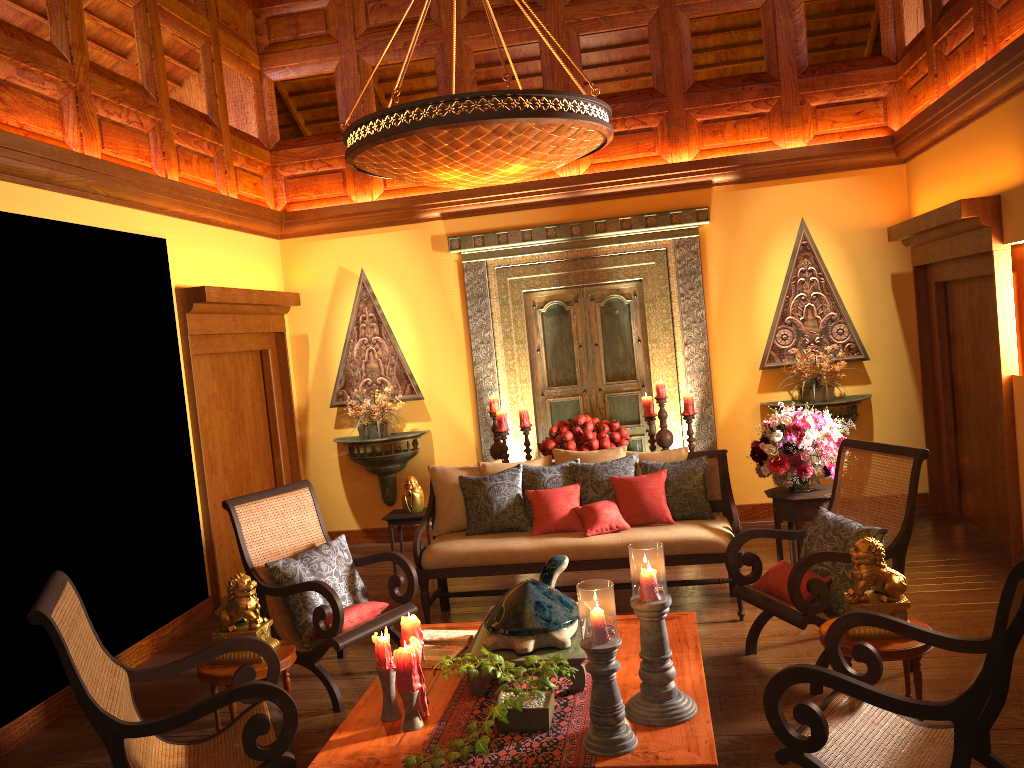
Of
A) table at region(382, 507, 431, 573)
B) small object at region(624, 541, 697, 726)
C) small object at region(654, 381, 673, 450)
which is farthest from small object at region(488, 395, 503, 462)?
small object at region(624, 541, 697, 726)

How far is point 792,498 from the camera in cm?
491

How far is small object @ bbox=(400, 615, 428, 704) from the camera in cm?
319

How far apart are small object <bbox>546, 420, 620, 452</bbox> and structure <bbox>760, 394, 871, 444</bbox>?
1.4m

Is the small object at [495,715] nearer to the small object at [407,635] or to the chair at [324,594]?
the small object at [407,635]

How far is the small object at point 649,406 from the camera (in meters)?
6.60

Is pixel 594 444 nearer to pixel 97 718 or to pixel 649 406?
pixel 649 406

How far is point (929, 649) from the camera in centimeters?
336cm

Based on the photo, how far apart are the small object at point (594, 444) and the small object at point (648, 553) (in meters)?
3.16

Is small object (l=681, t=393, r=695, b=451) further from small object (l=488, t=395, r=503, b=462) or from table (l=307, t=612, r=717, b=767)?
table (l=307, t=612, r=717, b=767)
